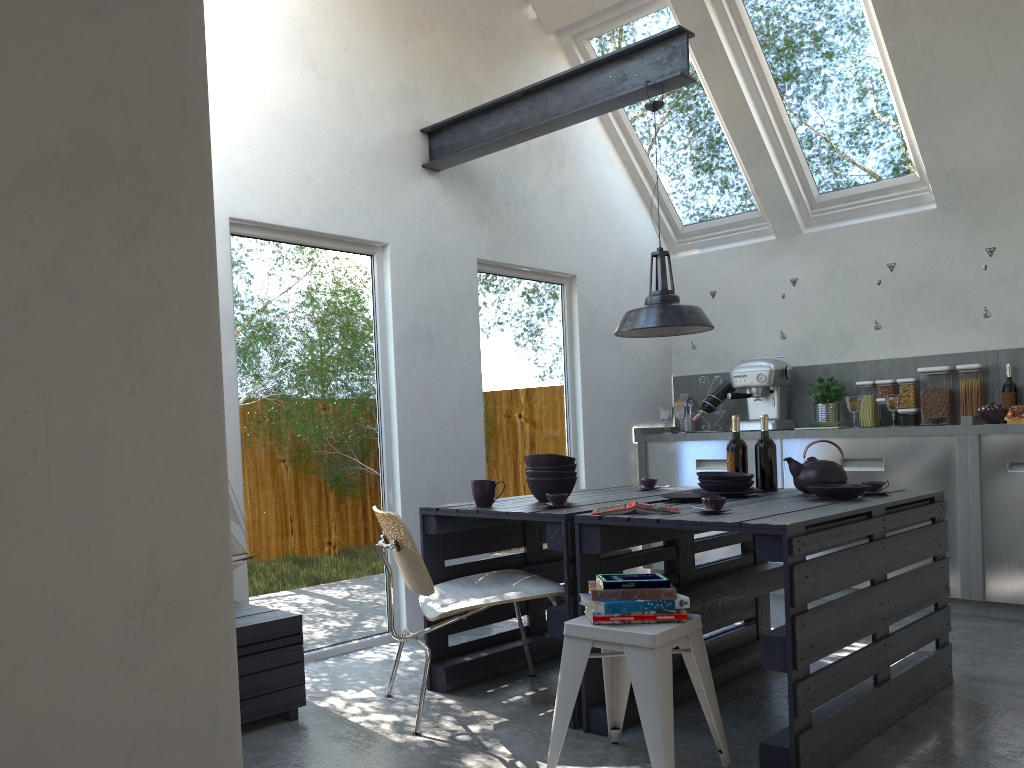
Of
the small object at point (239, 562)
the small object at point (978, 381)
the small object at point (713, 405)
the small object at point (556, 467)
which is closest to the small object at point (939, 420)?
the small object at point (978, 381)

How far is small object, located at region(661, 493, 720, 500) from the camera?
3.6m

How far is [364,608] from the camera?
4.5 meters

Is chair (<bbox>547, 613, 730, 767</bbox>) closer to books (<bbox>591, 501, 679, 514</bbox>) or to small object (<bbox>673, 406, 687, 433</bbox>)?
books (<bbox>591, 501, 679, 514</bbox>)

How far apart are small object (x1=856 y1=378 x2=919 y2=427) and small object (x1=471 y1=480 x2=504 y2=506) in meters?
3.2

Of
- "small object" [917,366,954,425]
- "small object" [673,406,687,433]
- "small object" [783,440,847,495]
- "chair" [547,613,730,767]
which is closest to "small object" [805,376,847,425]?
"small object" [917,366,954,425]

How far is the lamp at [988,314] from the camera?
5.17m

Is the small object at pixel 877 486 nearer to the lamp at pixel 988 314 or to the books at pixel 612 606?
the books at pixel 612 606

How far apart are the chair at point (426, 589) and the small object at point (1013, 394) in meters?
3.4

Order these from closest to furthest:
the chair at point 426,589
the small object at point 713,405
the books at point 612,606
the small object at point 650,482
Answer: the books at point 612,606 < the chair at point 426,589 < the small object at point 650,482 < the small object at point 713,405
